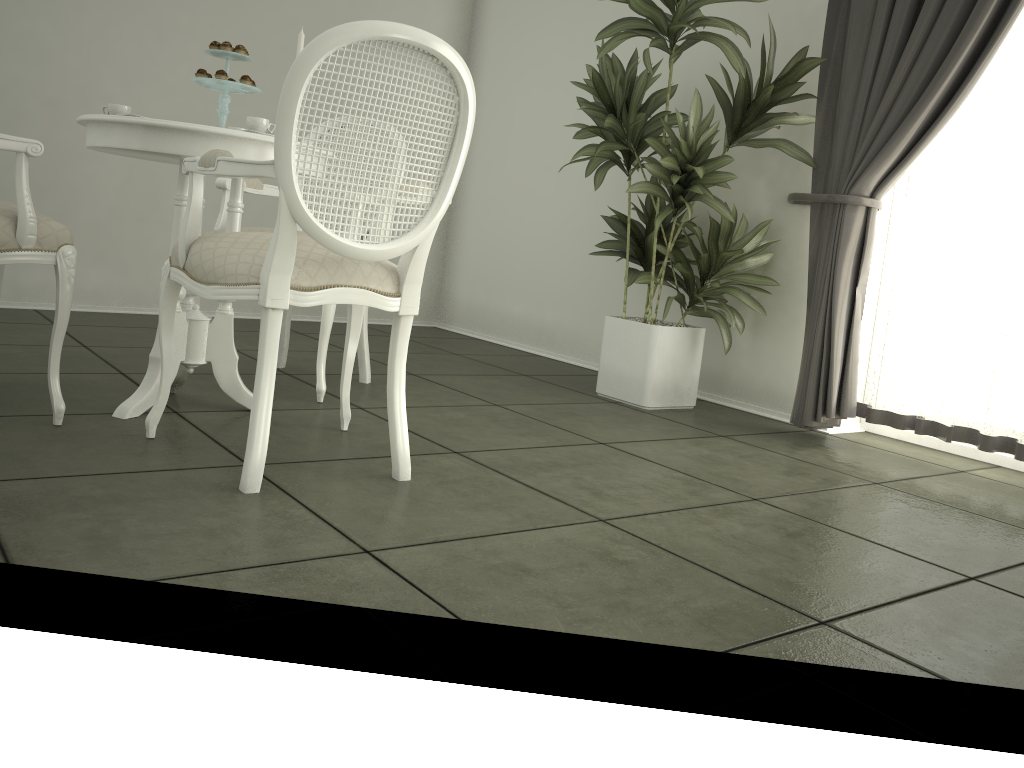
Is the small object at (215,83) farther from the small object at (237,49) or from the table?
the table

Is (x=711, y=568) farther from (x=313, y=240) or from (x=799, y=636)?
(x=313, y=240)

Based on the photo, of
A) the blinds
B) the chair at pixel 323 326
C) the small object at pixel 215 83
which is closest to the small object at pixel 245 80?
the small object at pixel 215 83

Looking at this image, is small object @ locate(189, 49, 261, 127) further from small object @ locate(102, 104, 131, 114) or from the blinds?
the blinds

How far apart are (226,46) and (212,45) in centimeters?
5cm

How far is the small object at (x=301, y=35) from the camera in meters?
2.6 m

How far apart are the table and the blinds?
2.0m

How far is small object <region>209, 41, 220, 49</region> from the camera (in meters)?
2.54

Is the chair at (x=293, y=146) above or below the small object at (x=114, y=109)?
below

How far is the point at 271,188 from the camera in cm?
344
